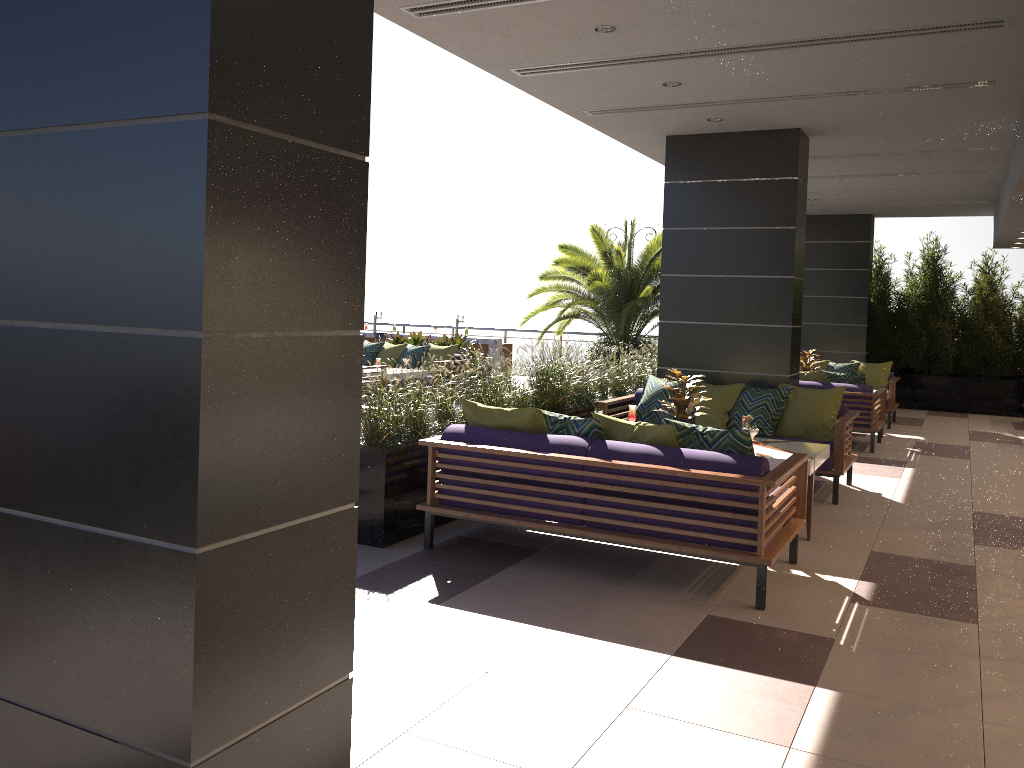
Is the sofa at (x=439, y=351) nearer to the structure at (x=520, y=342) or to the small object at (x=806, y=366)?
the small object at (x=806, y=366)

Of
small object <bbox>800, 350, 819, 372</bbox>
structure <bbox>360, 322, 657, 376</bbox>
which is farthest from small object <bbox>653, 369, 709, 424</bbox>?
structure <bbox>360, 322, 657, 376</bbox>

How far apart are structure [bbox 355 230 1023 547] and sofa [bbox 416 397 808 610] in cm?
18

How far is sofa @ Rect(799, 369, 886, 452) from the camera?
10.1m

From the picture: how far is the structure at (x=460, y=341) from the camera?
14.17m

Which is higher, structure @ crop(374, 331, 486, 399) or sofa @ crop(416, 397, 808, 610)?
structure @ crop(374, 331, 486, 399)

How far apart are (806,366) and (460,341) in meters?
5.3

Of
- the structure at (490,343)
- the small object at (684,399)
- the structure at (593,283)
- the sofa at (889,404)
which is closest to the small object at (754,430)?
the small object at (684,399)

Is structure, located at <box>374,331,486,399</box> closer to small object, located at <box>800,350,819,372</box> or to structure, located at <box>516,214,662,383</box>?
structure, located at <box>516,214,662,383</box>

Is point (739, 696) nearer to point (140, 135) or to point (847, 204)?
point (140, 135)
